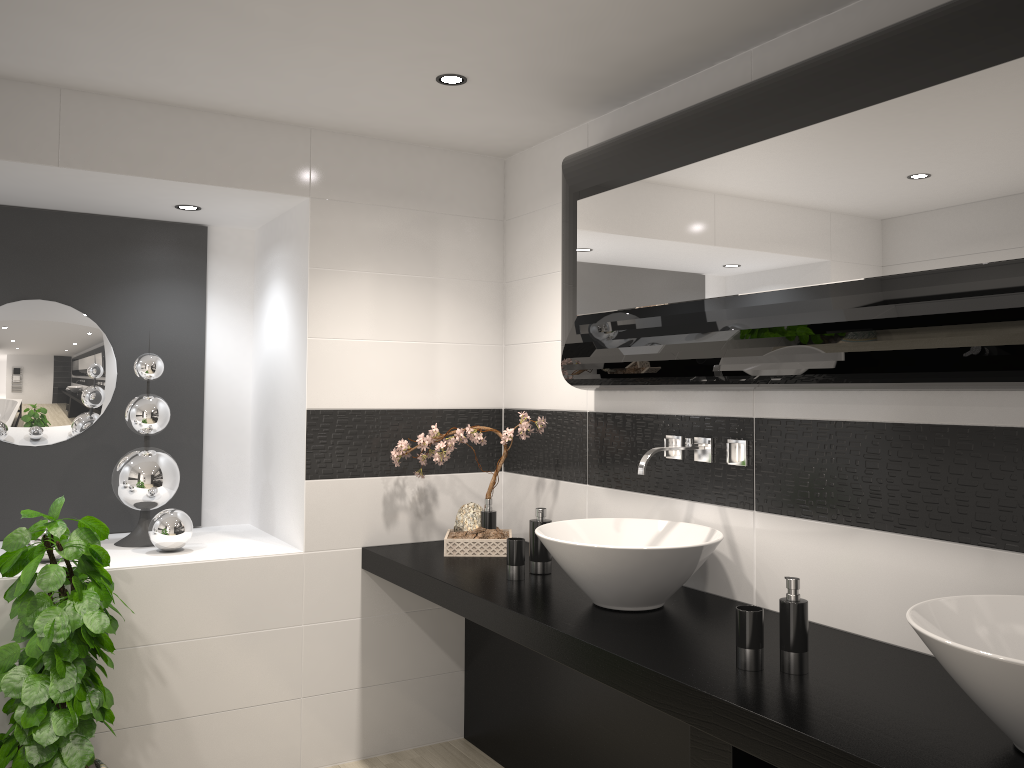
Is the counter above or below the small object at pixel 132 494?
below

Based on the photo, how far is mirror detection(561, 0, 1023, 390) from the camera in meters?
1.8 m

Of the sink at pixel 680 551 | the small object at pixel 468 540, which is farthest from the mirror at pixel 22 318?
the sink at pixel 680 551

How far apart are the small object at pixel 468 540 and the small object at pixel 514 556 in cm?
43

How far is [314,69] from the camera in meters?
2.9 m

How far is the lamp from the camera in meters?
2.9 m

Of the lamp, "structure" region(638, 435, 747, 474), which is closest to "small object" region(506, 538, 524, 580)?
"structure" region(638, 435, 747, 474)

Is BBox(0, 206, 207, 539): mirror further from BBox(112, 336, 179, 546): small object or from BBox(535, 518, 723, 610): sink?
BBox(535, 518, 723, 610): sink

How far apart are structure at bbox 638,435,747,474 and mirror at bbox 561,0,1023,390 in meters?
0.2 m

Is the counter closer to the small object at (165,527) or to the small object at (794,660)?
the small object at (794,660)
